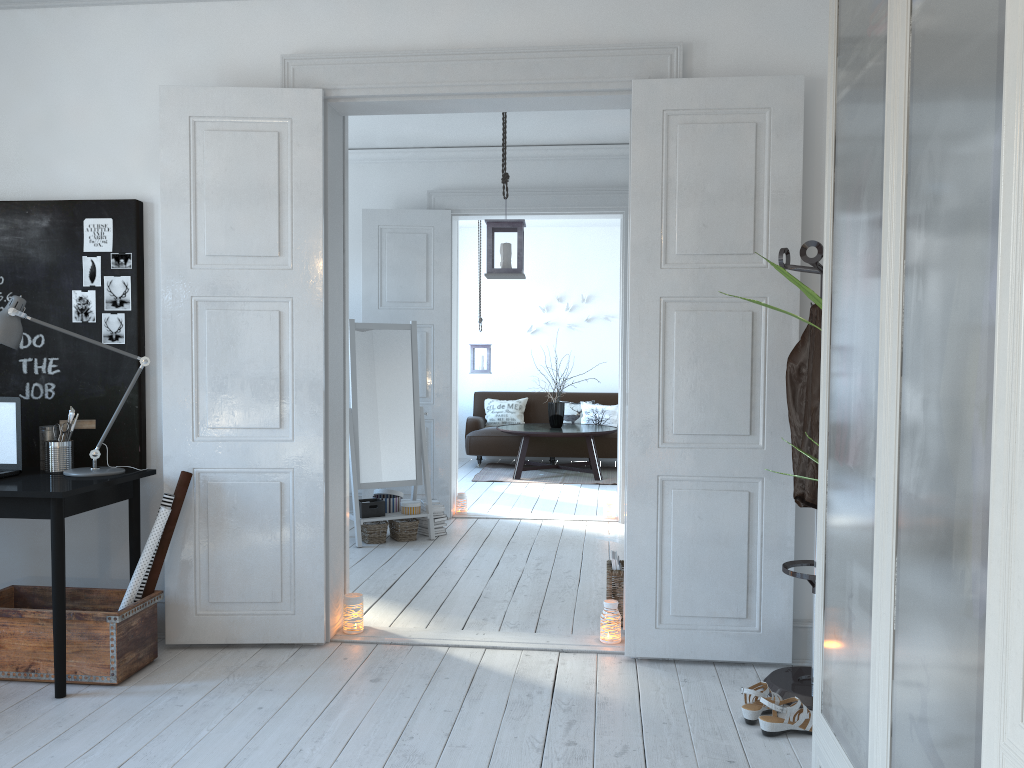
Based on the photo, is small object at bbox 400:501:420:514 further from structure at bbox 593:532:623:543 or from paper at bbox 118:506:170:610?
paper at bbox 118:506:170:610

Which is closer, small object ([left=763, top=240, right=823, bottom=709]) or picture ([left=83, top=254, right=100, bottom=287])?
small object ([left=763, top=240, right=823, bottom=709])

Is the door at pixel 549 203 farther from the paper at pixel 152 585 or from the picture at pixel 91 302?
the paper at pixel 152 585

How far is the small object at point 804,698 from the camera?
3.1 meters

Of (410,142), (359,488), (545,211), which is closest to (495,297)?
(545,211)

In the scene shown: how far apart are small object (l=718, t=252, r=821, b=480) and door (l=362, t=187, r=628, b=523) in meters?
4.2 m

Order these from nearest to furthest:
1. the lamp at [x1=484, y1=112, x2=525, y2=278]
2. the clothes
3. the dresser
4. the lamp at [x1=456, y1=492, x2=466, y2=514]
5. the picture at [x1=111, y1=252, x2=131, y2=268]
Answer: the dresser < the clothes < the picture at [x1=111, y1=252, x2=131, y2=268] < the lamp at [x1=484, y1=112, x2=525, y2=278] < the lamp at [x1=456, y1=492, x2=466, y2=514]

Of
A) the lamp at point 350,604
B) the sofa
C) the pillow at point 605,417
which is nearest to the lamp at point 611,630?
the lamp at point 350,604

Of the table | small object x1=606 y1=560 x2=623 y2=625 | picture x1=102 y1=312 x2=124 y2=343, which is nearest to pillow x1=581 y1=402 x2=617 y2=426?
the table

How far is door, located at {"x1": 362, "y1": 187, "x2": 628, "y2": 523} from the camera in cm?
664
